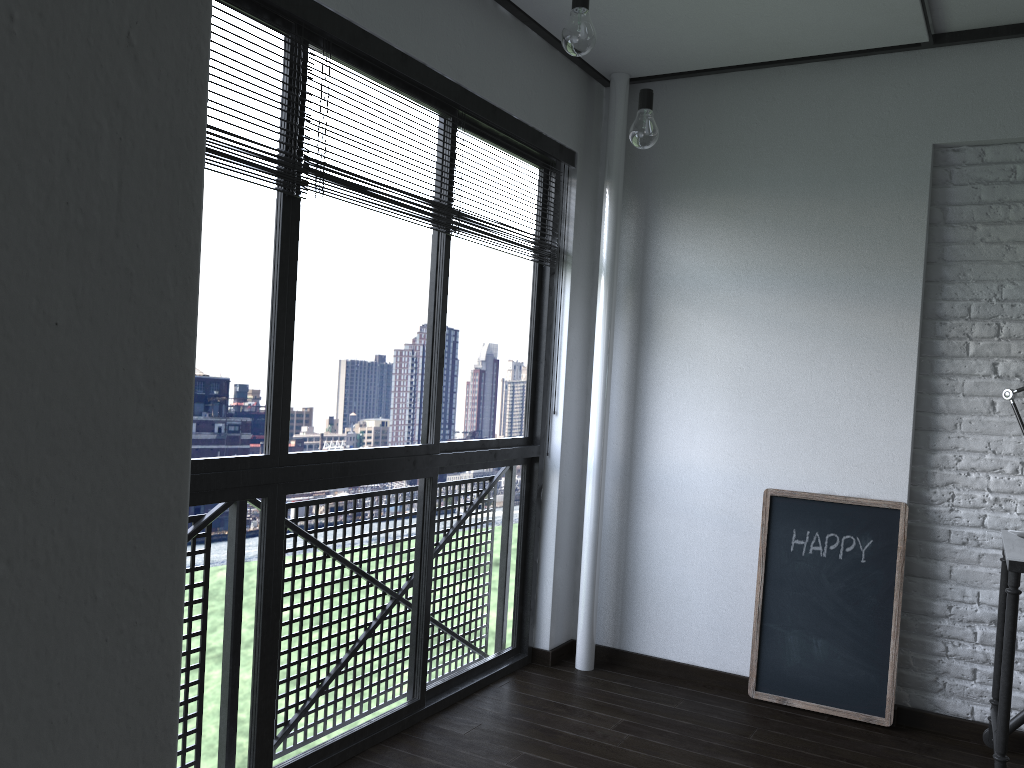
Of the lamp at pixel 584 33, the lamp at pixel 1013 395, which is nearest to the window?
the lamp at pixel 584 33

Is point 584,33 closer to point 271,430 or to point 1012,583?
point 271,430

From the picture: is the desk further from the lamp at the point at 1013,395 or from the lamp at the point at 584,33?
the lamp at the point at 584,33

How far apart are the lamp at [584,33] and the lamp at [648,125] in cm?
40

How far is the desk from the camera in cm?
245

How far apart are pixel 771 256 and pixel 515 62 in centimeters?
119cm

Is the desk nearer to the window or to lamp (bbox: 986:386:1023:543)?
lamp (bbox: 986:386:1023:543)

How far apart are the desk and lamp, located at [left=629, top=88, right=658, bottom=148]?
1.5 meters

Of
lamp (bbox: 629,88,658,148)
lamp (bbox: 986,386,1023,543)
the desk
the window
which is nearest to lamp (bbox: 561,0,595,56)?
lamp (bbox: 629,88,658,148)

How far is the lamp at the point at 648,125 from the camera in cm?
242
